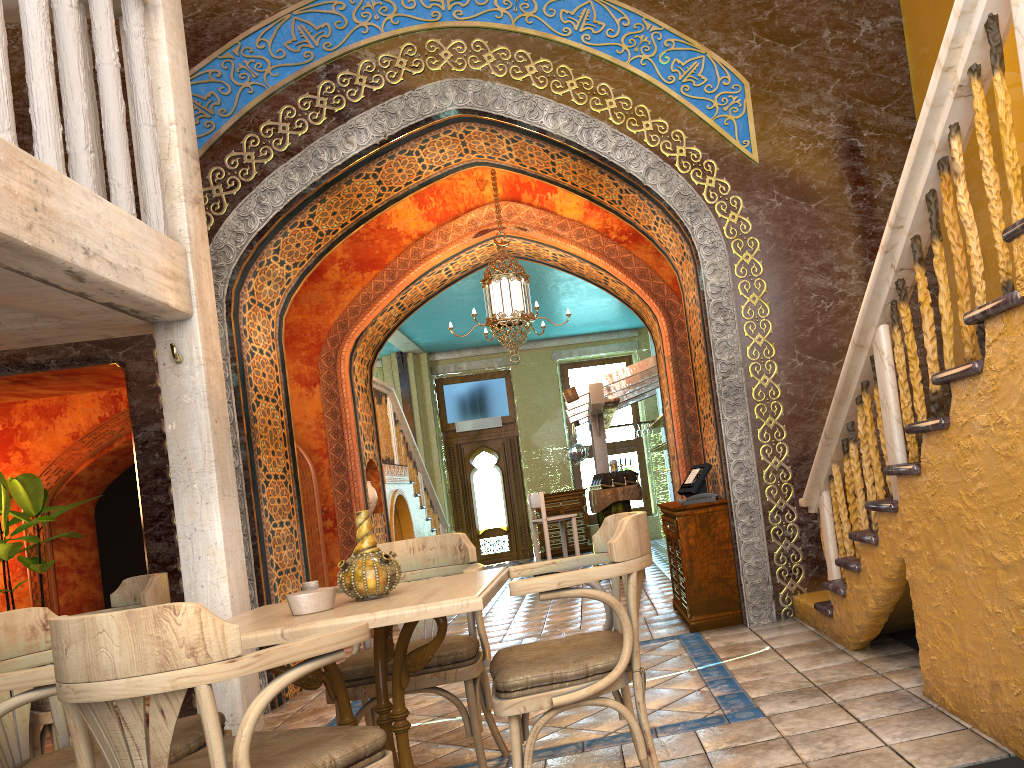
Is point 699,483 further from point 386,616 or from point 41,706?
point 41,706

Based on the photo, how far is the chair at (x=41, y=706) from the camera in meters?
4.7

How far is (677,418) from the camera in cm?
987

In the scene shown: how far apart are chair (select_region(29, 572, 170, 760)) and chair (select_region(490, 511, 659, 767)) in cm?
247

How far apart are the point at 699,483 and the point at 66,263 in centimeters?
500cm

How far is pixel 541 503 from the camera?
11.81m

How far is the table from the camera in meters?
2.9 m

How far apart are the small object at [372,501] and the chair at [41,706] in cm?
515

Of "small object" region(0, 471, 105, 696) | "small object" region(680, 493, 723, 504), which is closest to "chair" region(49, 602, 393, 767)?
"small object" region(680, 493, 723, 504)

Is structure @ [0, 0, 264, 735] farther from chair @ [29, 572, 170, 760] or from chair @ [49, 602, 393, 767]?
chair @ [49, 602, 393, 767]
